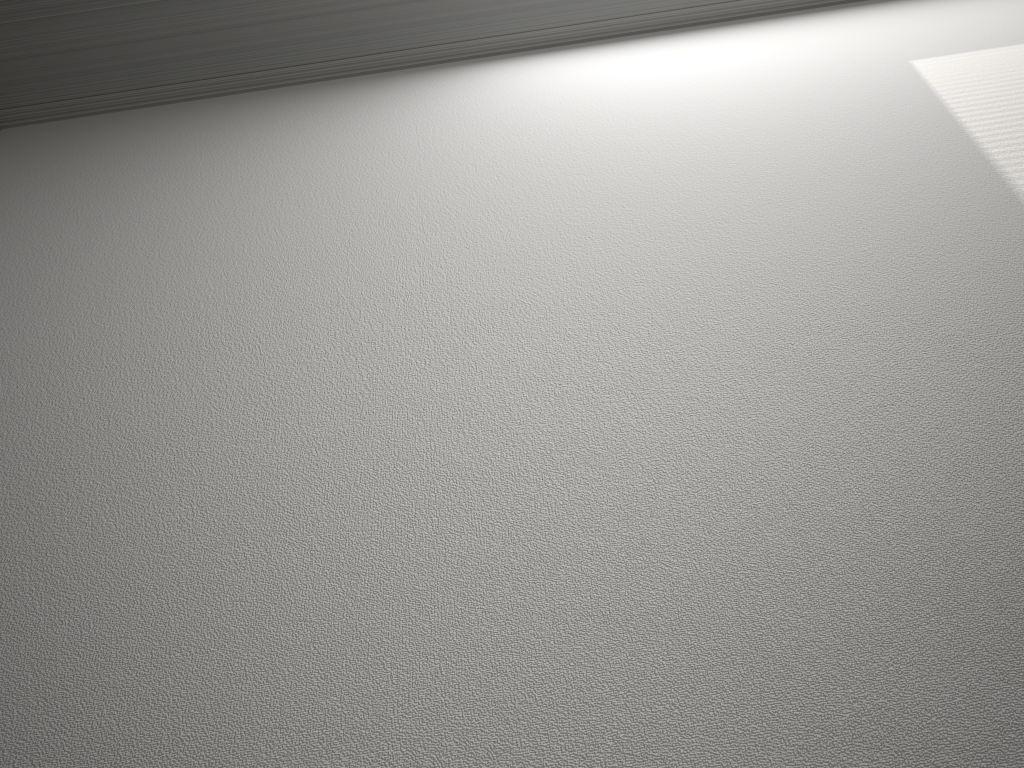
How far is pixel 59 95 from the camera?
4.3m
